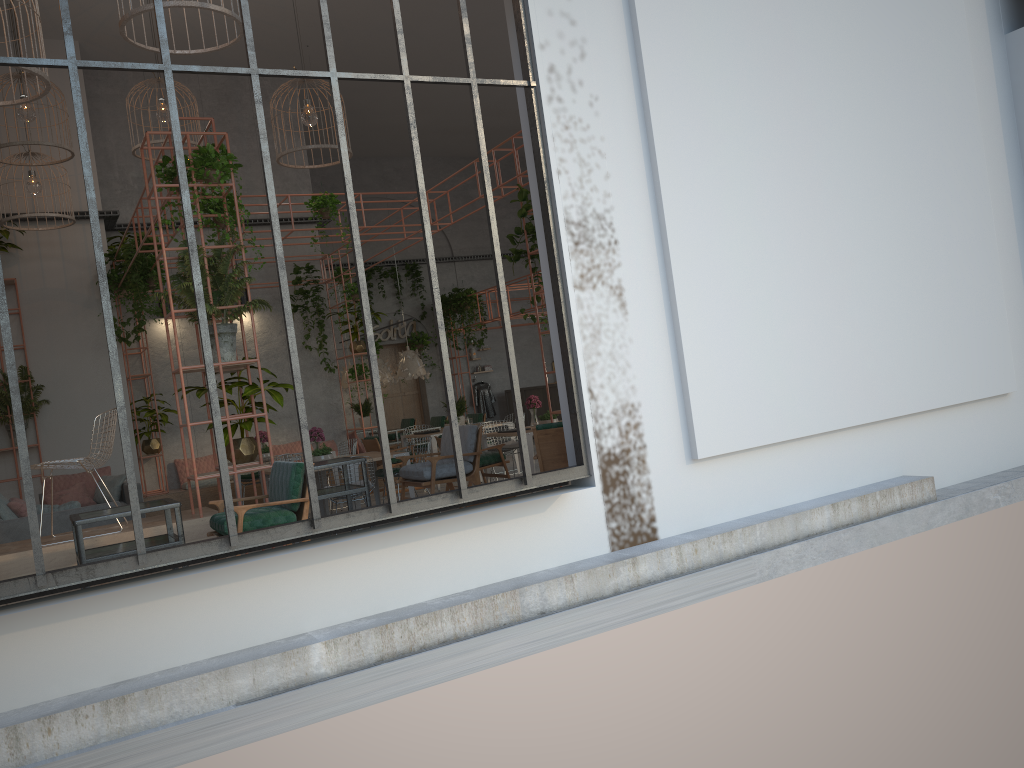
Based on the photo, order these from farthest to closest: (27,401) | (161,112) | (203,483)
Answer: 1. (203,483)
2. (27,401)
3. (161,112)

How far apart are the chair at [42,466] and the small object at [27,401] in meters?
5.8

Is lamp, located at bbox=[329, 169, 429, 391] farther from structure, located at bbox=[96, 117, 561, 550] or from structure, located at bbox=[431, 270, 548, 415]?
structure, located at bbox=[431, 270, 548, 415]

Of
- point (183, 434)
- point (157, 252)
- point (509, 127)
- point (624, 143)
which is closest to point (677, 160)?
point (624, 143)

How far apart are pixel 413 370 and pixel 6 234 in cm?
701

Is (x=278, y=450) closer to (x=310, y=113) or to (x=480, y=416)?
(x=480, y=416)

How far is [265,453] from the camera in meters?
11.9

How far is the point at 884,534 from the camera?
7.0 meters

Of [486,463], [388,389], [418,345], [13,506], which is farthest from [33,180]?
[388,389]

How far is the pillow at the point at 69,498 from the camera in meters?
11.0 m
